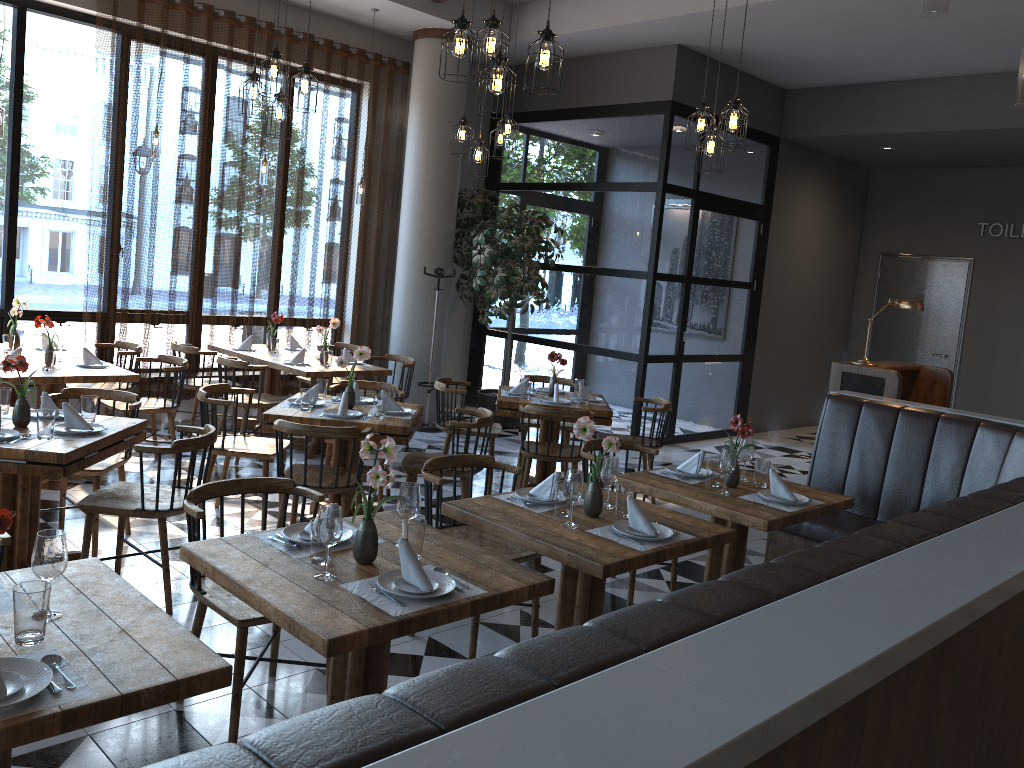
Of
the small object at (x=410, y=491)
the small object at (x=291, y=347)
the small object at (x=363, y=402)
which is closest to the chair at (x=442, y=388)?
the small object at (x=363, y=402)

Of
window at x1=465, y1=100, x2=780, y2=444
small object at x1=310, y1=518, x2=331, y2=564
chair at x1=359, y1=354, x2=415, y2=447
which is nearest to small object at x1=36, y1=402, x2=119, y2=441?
small object at x1=310, y1=518, x2=331, y2=564

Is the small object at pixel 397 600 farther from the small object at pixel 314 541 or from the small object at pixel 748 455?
the small object at pixel 748 455

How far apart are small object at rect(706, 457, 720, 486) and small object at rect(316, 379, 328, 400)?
2.6m

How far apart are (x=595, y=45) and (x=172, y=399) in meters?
5.4

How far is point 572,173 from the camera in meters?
9.7 m

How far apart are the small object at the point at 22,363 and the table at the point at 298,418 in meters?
1.3

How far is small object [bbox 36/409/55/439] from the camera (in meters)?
3.97

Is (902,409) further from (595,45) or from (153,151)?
(153,151)

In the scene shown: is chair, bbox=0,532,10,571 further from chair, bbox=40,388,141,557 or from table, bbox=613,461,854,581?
table, bbox=613,461,854,581
